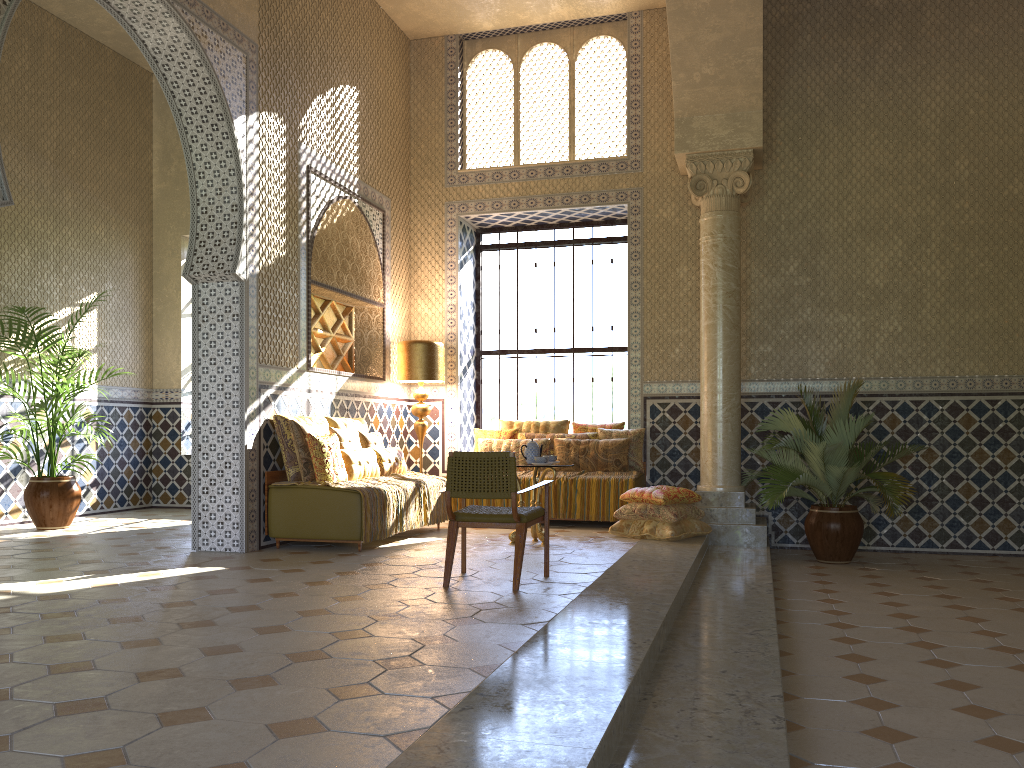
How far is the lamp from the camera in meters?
13.7 m

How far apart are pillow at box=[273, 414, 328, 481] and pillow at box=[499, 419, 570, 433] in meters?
4.4 m

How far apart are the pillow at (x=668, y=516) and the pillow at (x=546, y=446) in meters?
2.2 m

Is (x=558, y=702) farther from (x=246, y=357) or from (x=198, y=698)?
(x=246, y=357)

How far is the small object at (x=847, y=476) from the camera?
11.2m

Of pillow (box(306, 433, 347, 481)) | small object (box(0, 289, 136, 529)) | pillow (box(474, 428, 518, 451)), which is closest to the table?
pillow (box(306, 433, 347, 481))

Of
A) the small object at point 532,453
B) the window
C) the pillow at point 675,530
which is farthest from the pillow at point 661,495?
the window

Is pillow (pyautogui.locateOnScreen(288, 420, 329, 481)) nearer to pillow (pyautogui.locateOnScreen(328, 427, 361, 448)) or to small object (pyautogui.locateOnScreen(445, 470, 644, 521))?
pillow (pyautogui.locateOnScreen(328, 427, 361, 448))

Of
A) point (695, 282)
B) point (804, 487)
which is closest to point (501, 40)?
point (695, 282)

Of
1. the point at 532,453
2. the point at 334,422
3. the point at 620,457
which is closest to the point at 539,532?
the point at 532,453
